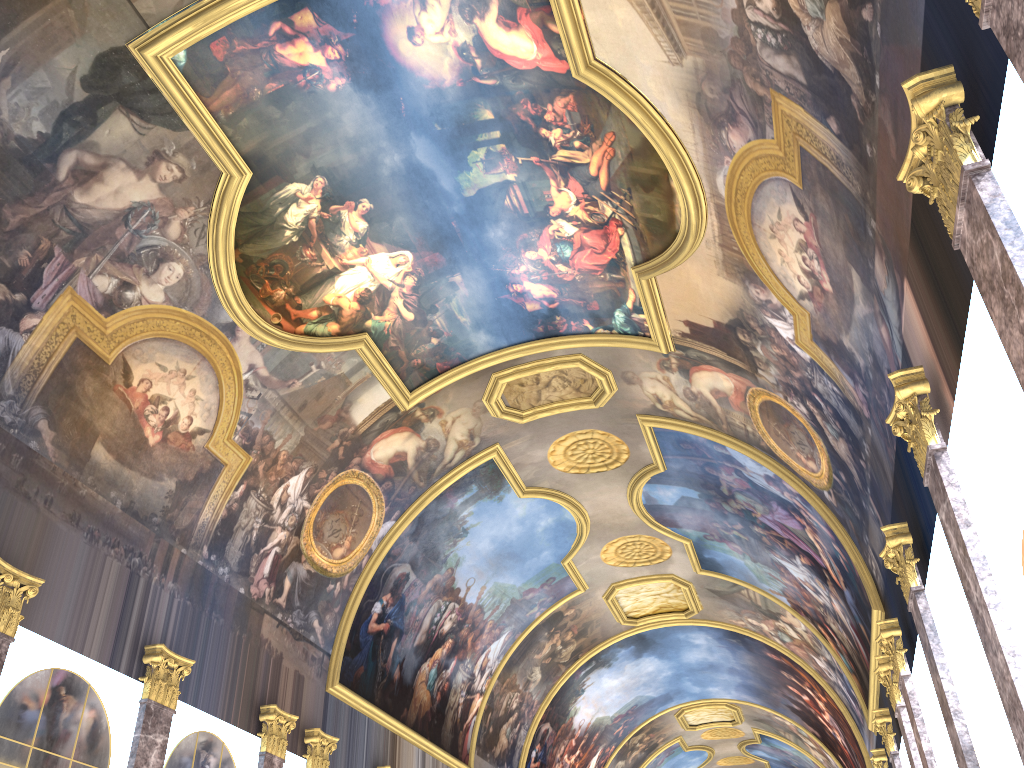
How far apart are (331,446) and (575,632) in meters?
14.9 m

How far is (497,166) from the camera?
14.79m
